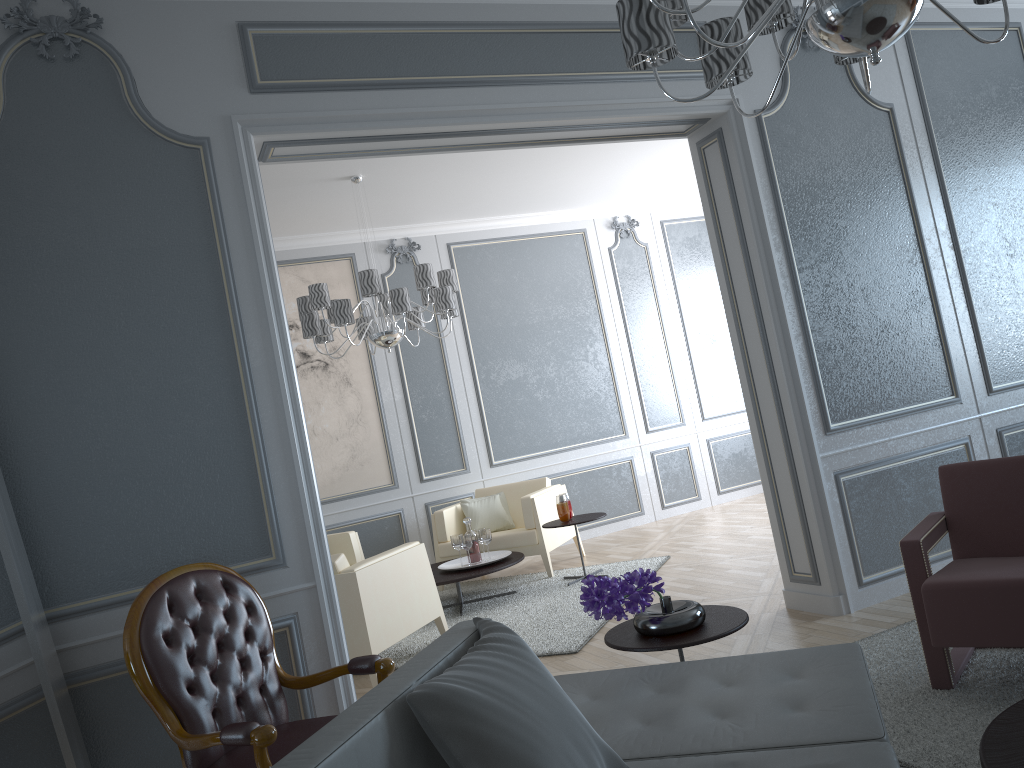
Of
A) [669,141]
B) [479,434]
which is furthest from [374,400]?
[669,141]

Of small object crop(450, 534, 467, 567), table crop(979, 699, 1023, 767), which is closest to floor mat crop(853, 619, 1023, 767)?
table crop(979, 699, 1023, 767)

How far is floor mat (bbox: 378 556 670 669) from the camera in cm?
426

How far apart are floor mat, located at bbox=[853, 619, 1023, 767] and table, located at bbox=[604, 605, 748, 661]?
0.5m

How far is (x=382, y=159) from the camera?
5.3 meters

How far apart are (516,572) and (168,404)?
4.0m

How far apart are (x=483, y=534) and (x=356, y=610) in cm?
165

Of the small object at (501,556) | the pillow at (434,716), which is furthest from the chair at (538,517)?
the pillow at (434,716)

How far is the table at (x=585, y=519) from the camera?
5.5 meters

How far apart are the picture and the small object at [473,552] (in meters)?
1.38
